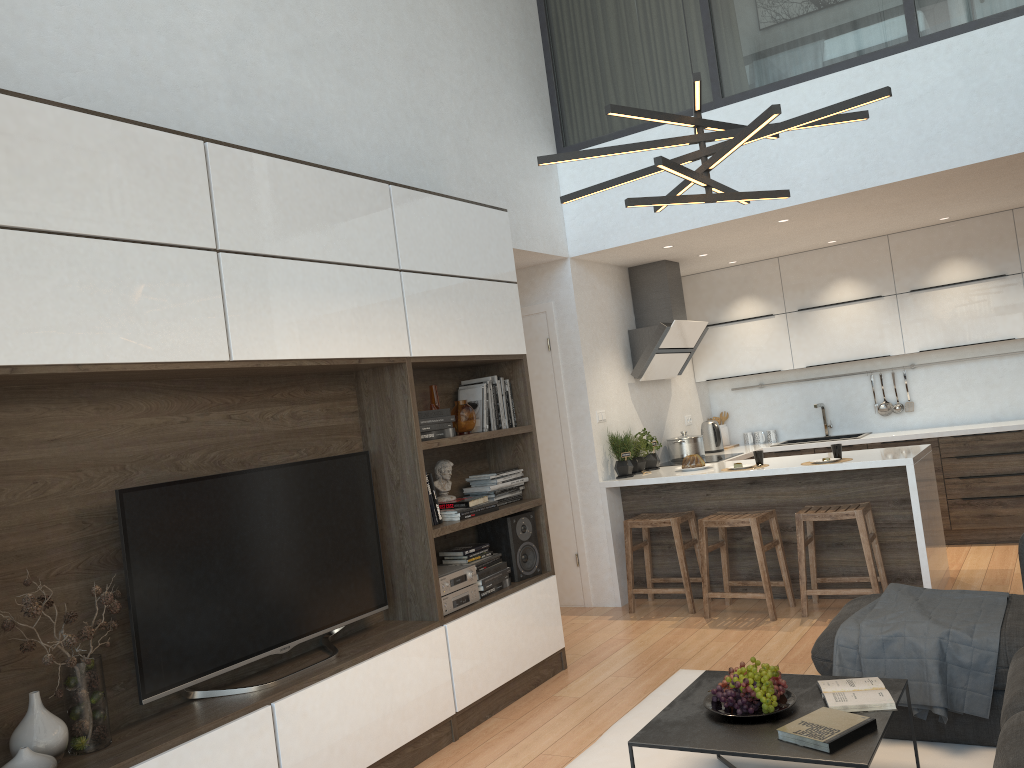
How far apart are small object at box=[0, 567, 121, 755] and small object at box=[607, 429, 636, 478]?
3.8m

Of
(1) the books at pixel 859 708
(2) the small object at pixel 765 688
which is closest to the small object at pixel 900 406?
(1) the books at pixel 859 708

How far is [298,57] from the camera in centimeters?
406cm

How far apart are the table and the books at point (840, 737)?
0.0 meters

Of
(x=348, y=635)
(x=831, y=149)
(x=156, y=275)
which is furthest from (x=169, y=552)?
(x=831, y=149)

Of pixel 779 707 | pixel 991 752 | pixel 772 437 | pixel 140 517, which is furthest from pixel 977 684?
pixel 772 437

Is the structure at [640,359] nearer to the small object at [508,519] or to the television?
the small object at [508,519]

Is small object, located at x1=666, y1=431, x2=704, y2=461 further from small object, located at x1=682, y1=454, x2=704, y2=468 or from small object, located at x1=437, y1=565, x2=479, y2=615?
small object, located at x1=437, y1=565, x2=479, y2=615

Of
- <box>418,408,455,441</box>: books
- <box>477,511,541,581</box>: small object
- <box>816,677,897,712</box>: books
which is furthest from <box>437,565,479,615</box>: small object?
<box>816,677,897,712</box>: books

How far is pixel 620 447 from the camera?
6.10m
